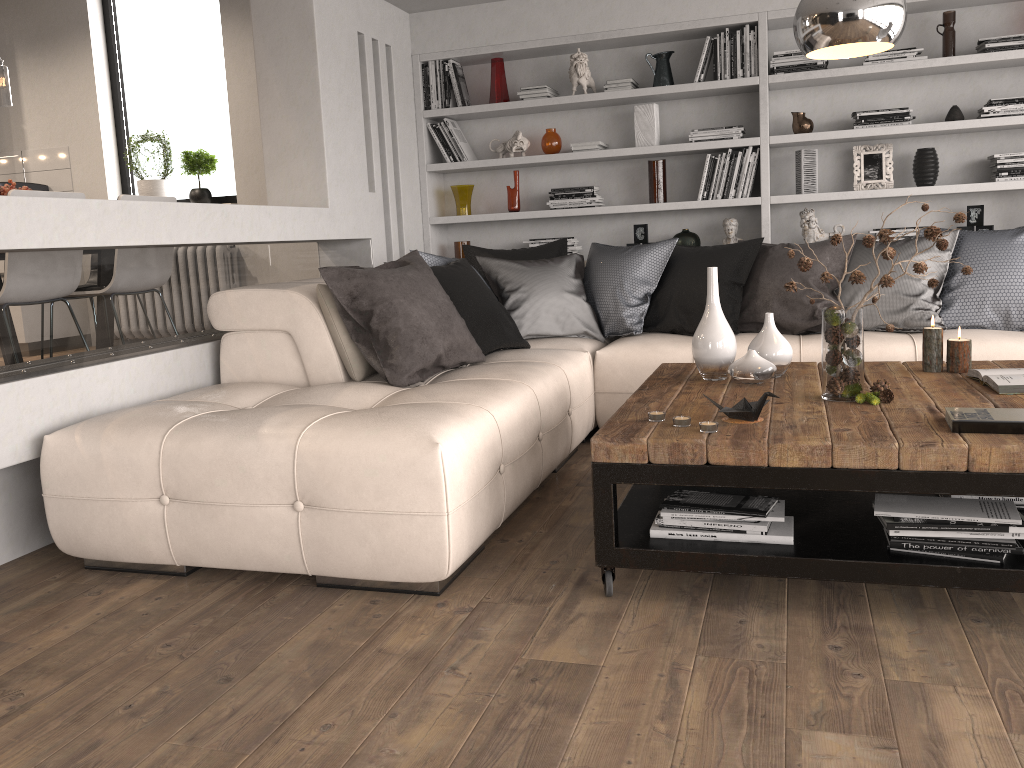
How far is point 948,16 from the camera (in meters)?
4.77

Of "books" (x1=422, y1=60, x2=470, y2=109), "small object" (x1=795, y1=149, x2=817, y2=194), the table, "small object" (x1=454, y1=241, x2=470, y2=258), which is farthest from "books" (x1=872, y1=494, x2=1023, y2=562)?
"books" (x1=422, y1=60, x2=470, y2=109)

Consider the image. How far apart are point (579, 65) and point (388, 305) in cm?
270

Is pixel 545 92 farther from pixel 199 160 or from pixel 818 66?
pixel 199 160

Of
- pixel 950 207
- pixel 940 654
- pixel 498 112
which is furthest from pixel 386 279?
pixel 950 207

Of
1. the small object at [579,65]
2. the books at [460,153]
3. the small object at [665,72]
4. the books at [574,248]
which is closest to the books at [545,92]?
the small object at [579,65]

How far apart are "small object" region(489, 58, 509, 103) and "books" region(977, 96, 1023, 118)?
2.7 meters

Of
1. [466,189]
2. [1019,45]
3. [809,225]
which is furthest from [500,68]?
[1019,45]

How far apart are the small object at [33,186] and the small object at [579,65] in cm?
403

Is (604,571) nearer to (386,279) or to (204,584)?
(204,584)
